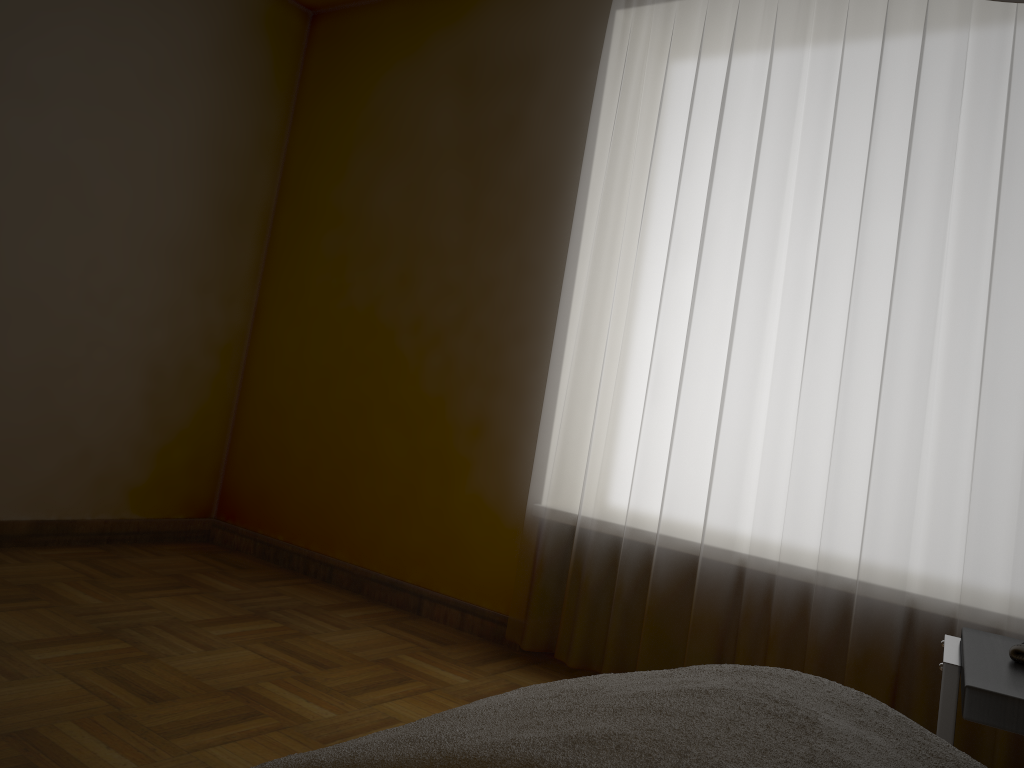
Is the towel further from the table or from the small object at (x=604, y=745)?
the small object at (x=604, y=745)

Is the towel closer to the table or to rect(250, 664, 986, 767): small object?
the table

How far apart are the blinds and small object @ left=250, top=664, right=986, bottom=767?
1.27m

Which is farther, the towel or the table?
the towel

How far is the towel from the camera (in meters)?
1.37

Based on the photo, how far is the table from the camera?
1.2 meters

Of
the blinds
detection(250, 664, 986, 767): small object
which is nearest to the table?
detection(250, 664, 986, 767): small object

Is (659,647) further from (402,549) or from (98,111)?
(98,111)

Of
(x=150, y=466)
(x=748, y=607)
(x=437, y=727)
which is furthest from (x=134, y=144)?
(x=437, y=727)

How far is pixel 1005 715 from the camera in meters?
1.2 m
